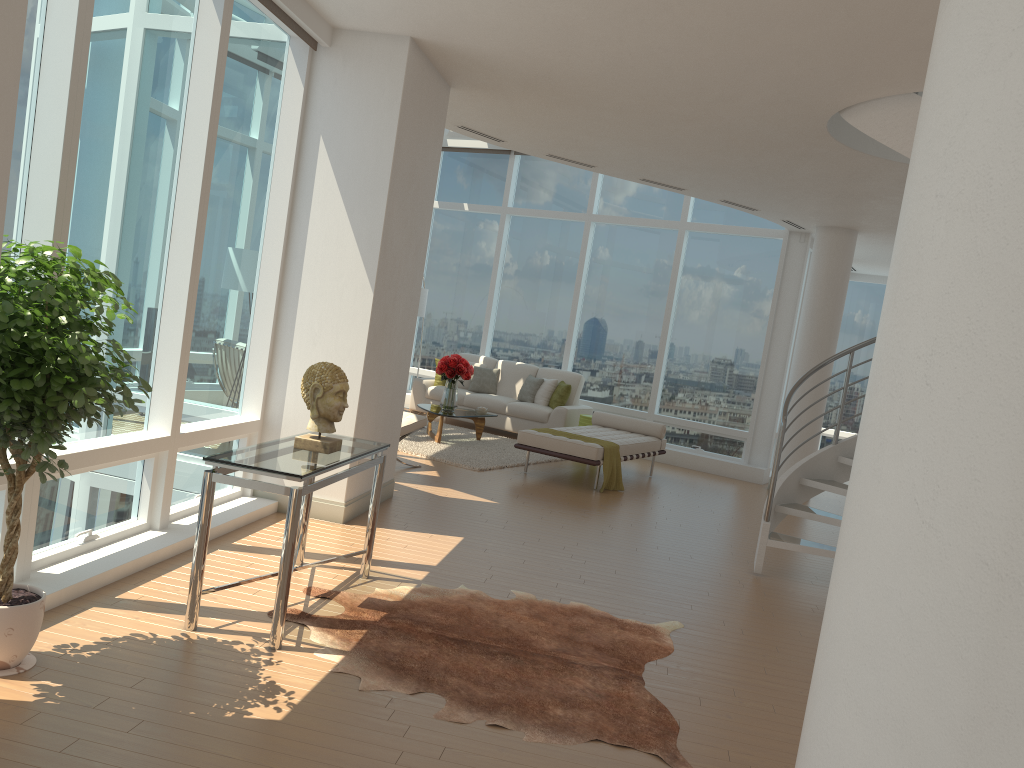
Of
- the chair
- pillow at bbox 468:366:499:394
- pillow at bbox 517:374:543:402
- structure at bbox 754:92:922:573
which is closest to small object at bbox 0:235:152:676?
structure at bbox 754:92:922:573

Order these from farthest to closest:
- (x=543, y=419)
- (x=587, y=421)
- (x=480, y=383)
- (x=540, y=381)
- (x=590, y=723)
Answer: (x=480, y=383) < (x=540, y=381) < (x=543, y=419) < (x=587, y=421) < (x=590, y=723)

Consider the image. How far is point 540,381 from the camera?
12.7m

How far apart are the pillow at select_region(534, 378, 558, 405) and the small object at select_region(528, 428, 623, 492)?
3.1 meters

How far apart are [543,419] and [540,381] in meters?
0.7 m

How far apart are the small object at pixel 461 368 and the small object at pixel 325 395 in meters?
6.3

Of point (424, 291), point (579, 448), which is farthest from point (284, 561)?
point (424, 291)

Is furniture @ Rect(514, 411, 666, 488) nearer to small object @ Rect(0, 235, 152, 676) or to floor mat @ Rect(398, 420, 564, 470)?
floor mat @ Rect(398, 420, 564, 470)

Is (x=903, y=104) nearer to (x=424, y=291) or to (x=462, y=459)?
(x=462, y=459)

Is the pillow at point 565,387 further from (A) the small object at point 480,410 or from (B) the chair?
(B) the chair
